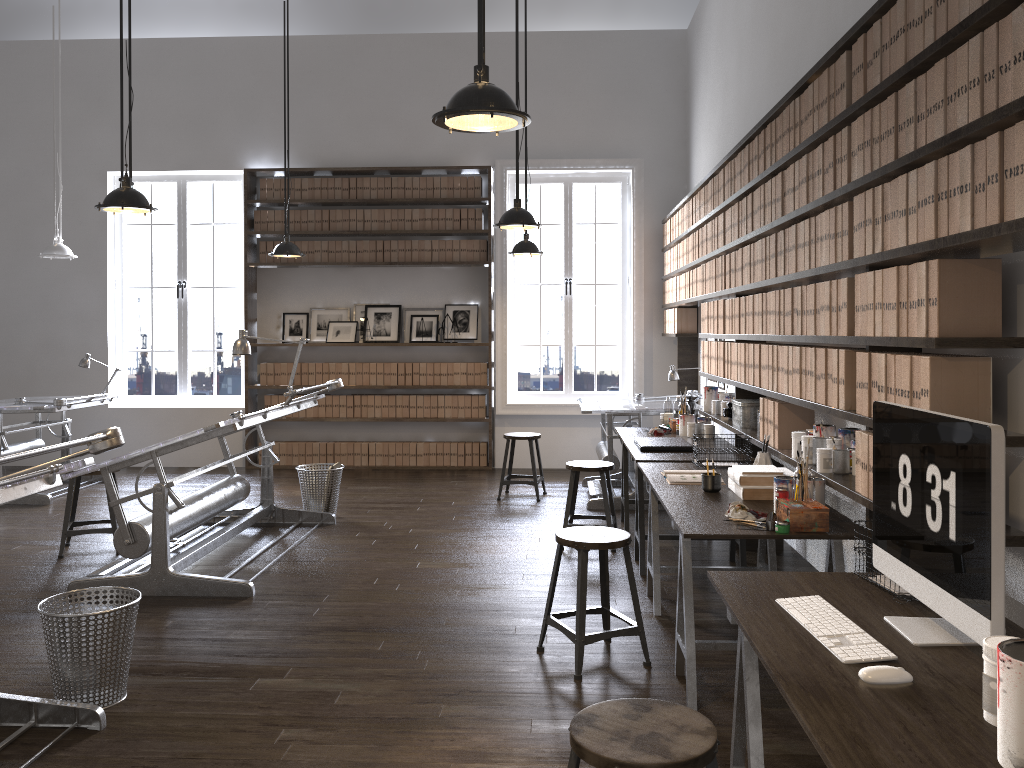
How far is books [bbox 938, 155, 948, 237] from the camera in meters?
2.4 m

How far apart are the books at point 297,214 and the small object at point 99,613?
5.93m

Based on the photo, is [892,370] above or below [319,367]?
above

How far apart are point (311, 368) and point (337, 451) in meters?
0.9

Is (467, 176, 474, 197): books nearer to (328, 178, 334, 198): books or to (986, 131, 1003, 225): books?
(328, 178, 334, 198): books

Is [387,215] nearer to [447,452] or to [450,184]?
[450,184]

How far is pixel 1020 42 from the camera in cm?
201

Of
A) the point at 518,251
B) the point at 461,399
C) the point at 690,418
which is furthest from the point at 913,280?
the point at 461,399

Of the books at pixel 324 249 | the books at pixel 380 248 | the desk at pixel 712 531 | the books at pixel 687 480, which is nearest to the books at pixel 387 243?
the books at pixel 380 248

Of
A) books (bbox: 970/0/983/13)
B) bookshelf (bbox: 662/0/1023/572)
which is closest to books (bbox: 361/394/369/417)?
bookshelf (bbox: 662/0/1023/572)
